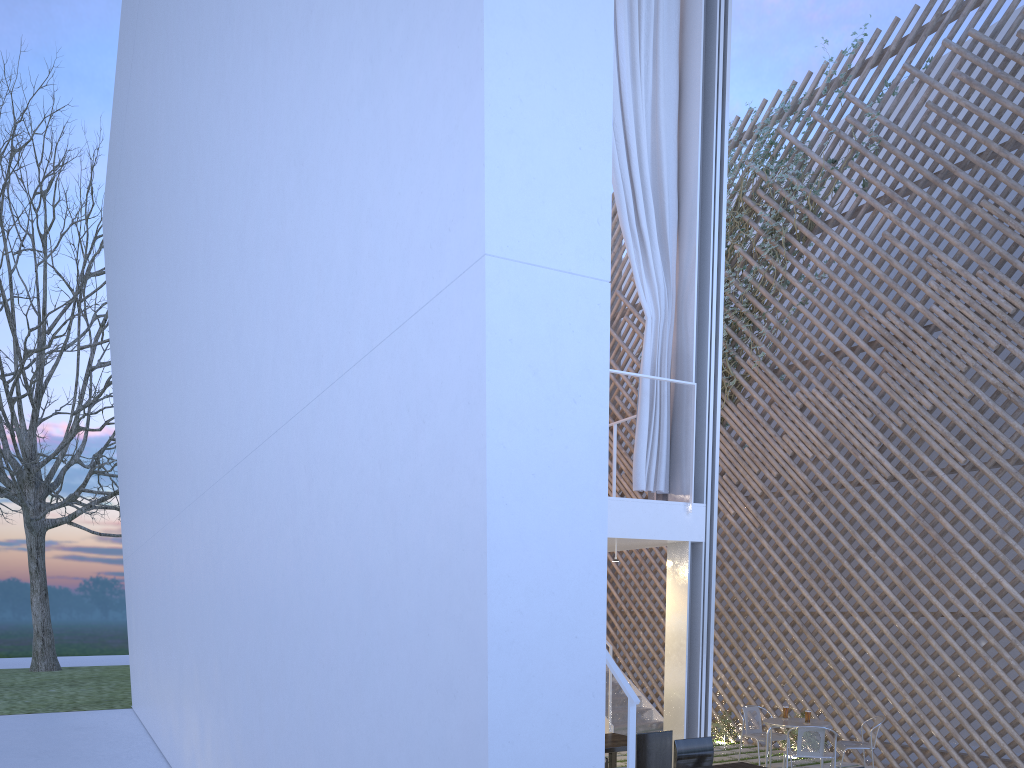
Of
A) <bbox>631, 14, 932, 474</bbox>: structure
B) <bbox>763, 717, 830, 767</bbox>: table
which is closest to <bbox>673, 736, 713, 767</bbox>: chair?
<bbox>763, 717, 830, 767</bbox>: table

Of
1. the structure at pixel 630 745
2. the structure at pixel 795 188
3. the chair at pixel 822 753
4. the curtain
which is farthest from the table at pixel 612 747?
the structure at pixel 795 188

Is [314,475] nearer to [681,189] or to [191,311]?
[191,311]

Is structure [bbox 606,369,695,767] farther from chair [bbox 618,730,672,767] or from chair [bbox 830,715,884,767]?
chair [bbox 830,715,884,767]

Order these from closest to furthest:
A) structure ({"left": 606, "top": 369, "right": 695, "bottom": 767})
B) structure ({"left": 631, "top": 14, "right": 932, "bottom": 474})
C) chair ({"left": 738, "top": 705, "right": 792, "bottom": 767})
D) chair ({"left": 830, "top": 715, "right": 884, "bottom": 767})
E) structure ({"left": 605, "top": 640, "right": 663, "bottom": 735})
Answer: structure ({"left": 606, "top": 369, "right": 695, "bottom": 767}) < chair ({"left": 830, "top": 715, "right": 884, "bottom": 767}) < chair ({"left": 738, "top": 705, "right": 792, "bottom": 767}) < structure ({"left": 605, "top": 640, "right": 663, "bottom": 735}) < structure ({"left": 631, "top": 14, "right": 932, "bottom": 474})

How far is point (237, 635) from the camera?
2.64m

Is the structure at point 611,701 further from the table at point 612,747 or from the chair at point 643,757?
the chair at point 643,757

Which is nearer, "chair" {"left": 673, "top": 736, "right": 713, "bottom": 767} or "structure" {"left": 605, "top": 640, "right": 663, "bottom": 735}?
"chair" {"left": 673, "top": 736, "right": 713, "bottom": 767}

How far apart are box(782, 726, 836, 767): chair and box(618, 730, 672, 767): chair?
0.9m

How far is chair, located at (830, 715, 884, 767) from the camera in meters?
4.1
